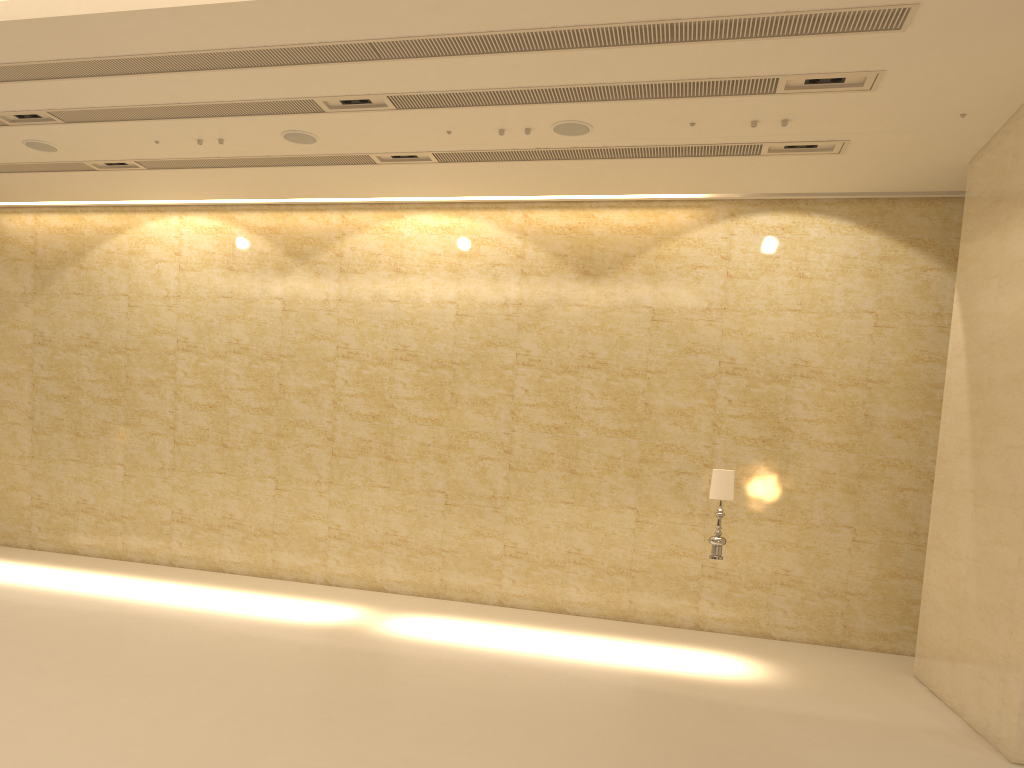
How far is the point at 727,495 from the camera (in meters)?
10.00

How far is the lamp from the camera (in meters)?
10.00

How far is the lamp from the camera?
10.00m
